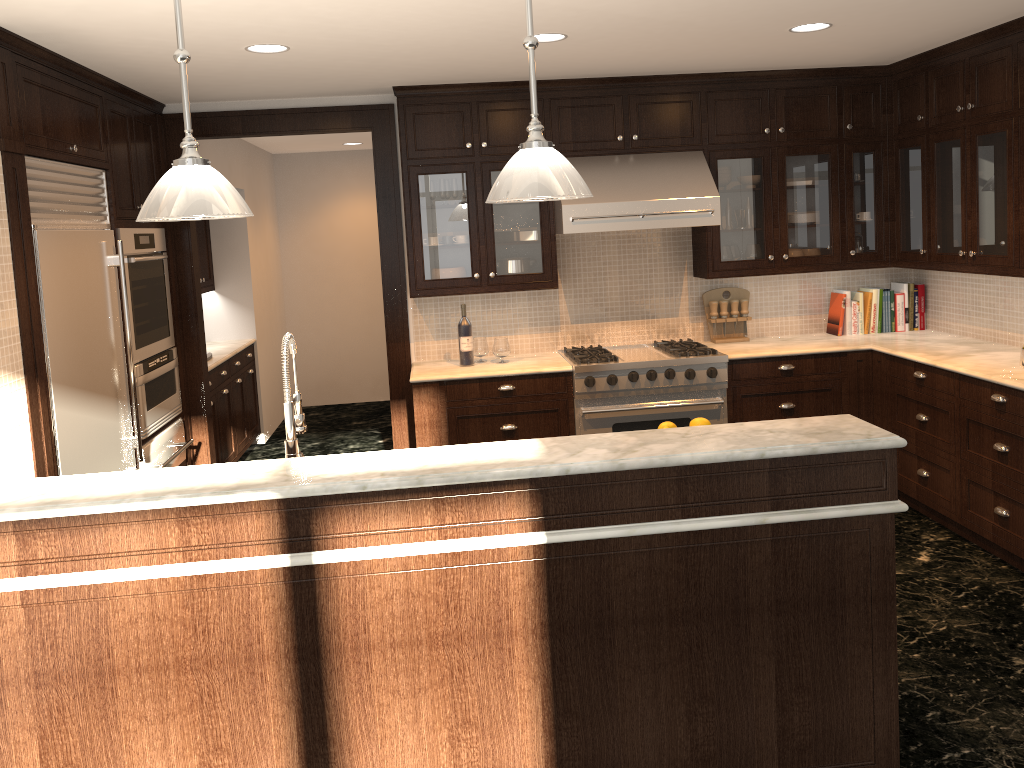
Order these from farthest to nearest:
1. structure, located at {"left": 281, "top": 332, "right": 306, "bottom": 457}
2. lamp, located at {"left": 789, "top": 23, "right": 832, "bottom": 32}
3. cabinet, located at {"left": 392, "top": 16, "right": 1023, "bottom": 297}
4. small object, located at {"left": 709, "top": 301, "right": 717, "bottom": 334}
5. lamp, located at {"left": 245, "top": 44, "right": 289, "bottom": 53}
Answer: small object, located at {"left": 709, "top": 301, "right": 717, "bottom": 334} < cabinet, located at {"left": 392, "top": 16, "right": 1023, "bottom": 297} < lamp, located at {"left": 789, "top": 23, "right": 832, "bottom": 32} < lamp, located at {"left": 245, "top": 44, "right": 289, "bottom": 53} < structure, located at {"left": 281, "top": 332, "right": 306, "bottom": 457}

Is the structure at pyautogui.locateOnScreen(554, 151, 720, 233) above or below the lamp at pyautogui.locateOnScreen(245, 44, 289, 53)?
below

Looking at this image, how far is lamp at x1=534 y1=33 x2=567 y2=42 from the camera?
3.9m

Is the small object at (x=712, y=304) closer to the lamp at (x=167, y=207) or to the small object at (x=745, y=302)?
the small object at (x=745, y=302)

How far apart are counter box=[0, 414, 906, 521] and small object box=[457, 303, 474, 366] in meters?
2.7 m

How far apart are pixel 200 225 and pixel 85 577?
5.2 meters

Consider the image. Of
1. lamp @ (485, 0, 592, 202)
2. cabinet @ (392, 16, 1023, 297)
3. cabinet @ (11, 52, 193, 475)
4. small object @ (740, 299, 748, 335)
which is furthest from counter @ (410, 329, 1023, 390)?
lamp @ (485, 0, 592, 202)

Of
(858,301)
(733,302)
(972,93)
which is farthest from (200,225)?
(972,93)

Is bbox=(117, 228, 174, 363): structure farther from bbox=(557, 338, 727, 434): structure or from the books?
the books

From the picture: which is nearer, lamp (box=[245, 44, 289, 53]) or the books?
lamp (box=[245, 44, 289, 53])
